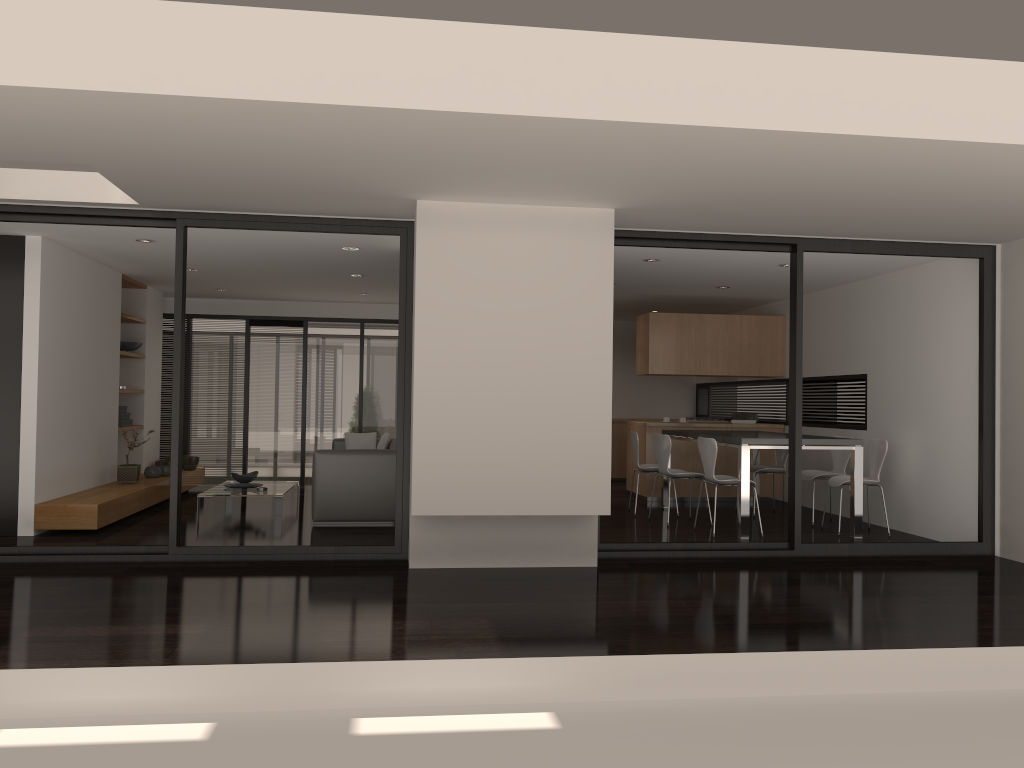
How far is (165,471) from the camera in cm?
974

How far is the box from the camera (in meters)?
9.46

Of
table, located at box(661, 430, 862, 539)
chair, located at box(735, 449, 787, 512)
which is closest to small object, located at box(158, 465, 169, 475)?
table, located at box(661, 430, 862, 539)

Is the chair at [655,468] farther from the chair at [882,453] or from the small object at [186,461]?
the small object at [186,461]

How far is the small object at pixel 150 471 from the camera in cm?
952

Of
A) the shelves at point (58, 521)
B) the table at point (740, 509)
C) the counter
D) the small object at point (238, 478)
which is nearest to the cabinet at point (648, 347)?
the counter

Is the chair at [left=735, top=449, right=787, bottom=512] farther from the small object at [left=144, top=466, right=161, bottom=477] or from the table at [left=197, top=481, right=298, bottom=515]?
the small object at [left=144, top=466, right=161, bottom=477]

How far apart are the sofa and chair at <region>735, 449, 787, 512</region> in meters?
3.7

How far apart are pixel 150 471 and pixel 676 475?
5.6 meters

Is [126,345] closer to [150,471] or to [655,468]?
[150,471]
